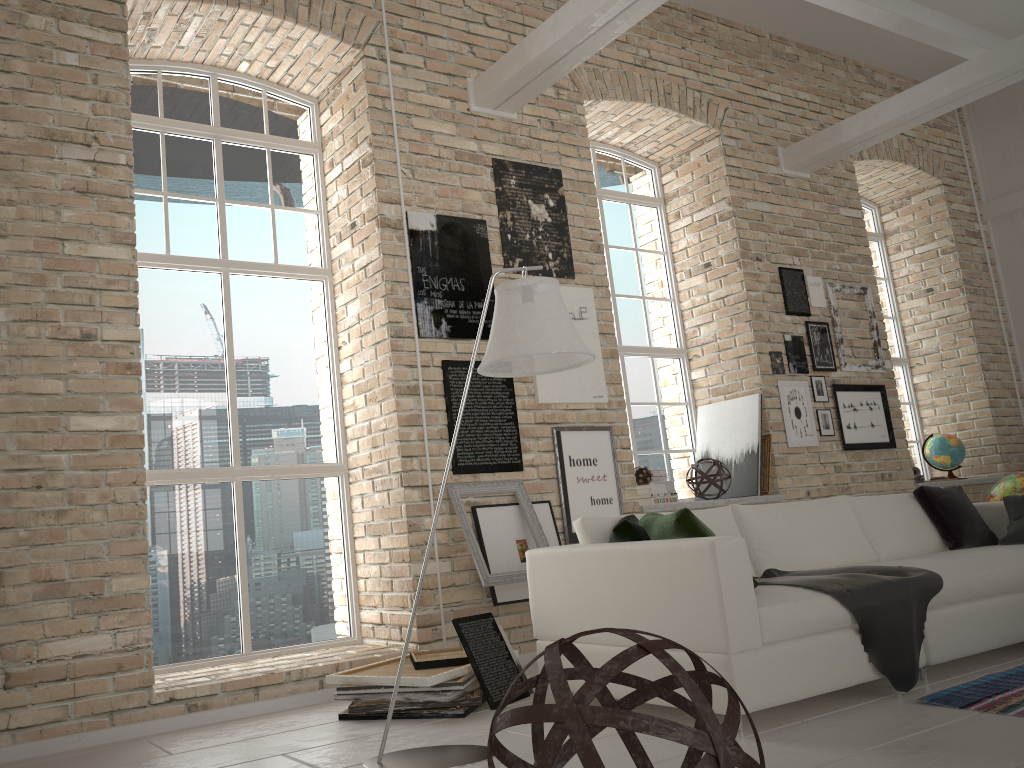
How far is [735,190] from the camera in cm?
711

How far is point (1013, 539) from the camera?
4.7m

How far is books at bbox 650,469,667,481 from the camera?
6.32m

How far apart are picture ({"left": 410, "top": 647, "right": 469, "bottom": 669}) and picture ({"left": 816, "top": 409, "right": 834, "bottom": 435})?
3.99m

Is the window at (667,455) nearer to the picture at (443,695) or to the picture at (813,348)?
the picture at (813,348)

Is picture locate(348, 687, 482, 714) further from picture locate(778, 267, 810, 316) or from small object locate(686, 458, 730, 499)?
picture locate(778, 267, 810, 316)

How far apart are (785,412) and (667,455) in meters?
0.9

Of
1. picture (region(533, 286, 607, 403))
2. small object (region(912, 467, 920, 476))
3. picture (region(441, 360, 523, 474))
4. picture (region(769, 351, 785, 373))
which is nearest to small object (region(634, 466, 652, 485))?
picture (region(533, 286, 607, 403))

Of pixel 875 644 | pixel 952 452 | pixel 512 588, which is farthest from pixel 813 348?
pixel 875 644

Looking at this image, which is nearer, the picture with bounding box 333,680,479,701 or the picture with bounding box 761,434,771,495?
the picture with bounding box 333,680,479,701
